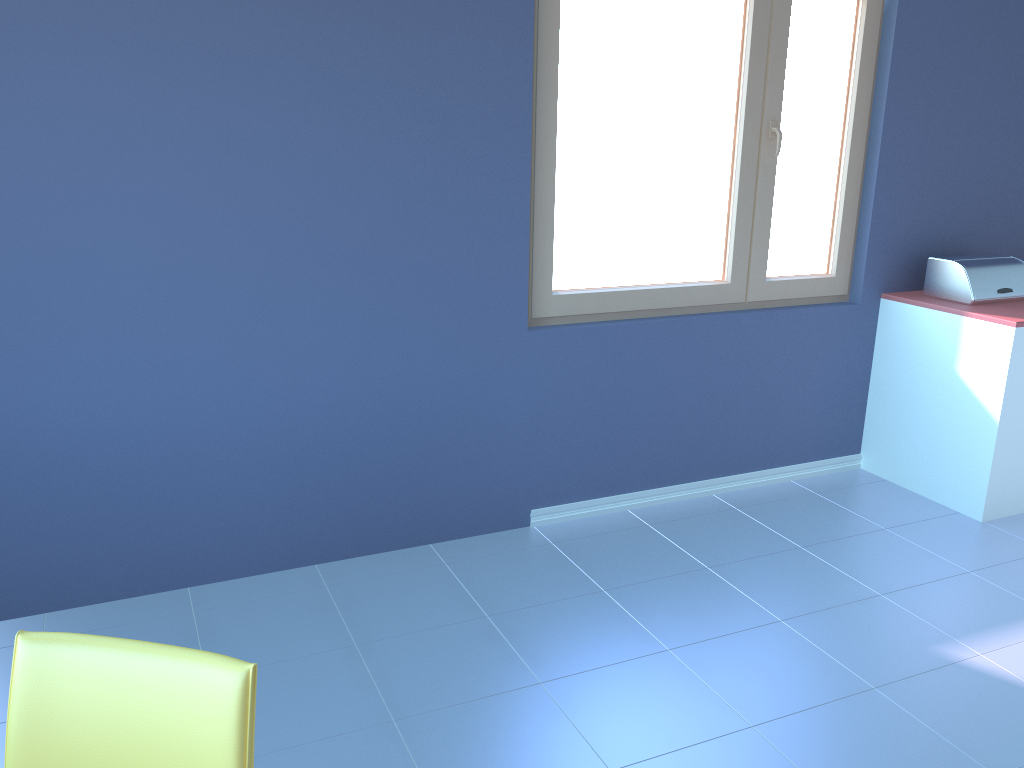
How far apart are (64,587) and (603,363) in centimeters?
183cm

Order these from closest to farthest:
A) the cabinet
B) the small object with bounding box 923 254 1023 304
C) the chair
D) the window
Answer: the chair, the window, the cabinet, the small object with bounding box 923 254 1023 304

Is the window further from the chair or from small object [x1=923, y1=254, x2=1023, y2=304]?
the chair

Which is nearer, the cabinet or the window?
the window

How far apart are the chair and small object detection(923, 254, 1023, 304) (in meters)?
3.11

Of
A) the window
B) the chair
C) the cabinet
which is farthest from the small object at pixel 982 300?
the chair

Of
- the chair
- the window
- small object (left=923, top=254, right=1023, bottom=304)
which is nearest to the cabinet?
small object (left=923, top=254, right=1023, bottom=304)

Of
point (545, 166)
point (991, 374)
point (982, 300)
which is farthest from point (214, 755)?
point (982, 300)

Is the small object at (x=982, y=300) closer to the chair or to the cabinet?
the cabinet

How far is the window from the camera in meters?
2.9 m
